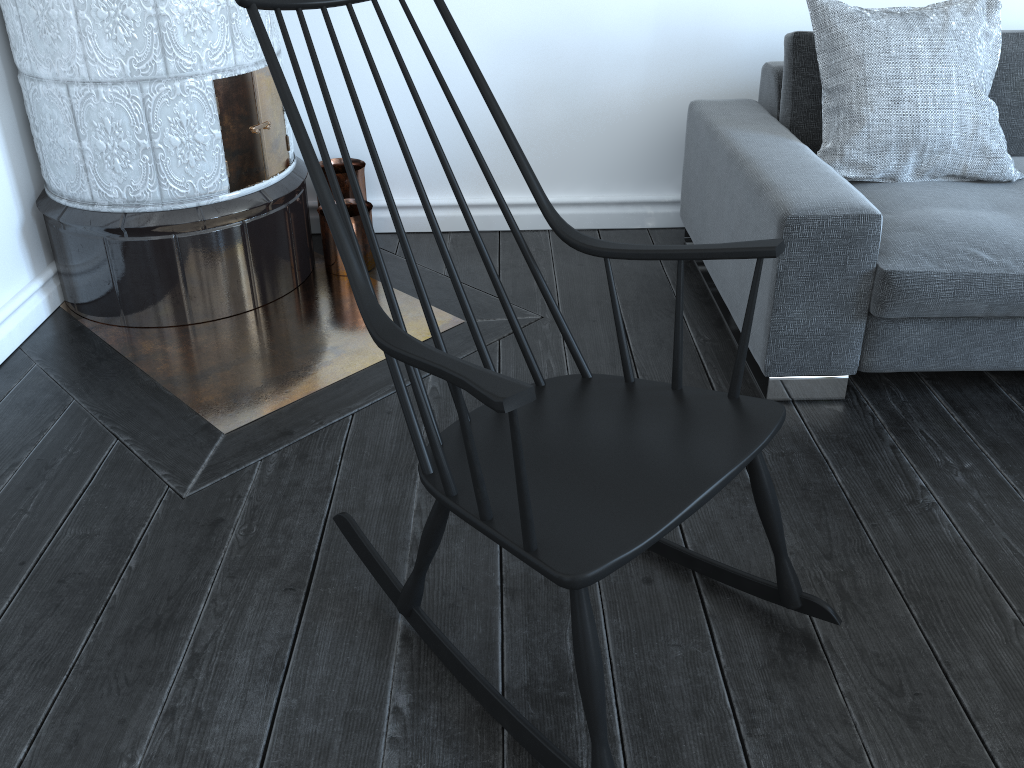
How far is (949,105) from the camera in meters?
2.2

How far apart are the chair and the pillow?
1.09m

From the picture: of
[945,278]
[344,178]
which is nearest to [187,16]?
[344,178]

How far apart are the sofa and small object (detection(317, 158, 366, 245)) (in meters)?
1.03

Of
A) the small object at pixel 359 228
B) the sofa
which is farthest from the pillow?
the small object at pixel 359 228

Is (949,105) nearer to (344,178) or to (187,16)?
(344,178)

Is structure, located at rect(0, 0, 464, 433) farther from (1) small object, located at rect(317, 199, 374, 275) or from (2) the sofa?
(2) the sofa

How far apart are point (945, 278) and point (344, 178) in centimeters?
175cm

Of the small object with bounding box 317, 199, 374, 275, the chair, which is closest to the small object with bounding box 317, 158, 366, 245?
the small object with bounding box 317, 199, 374, 275

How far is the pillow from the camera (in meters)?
2.19
